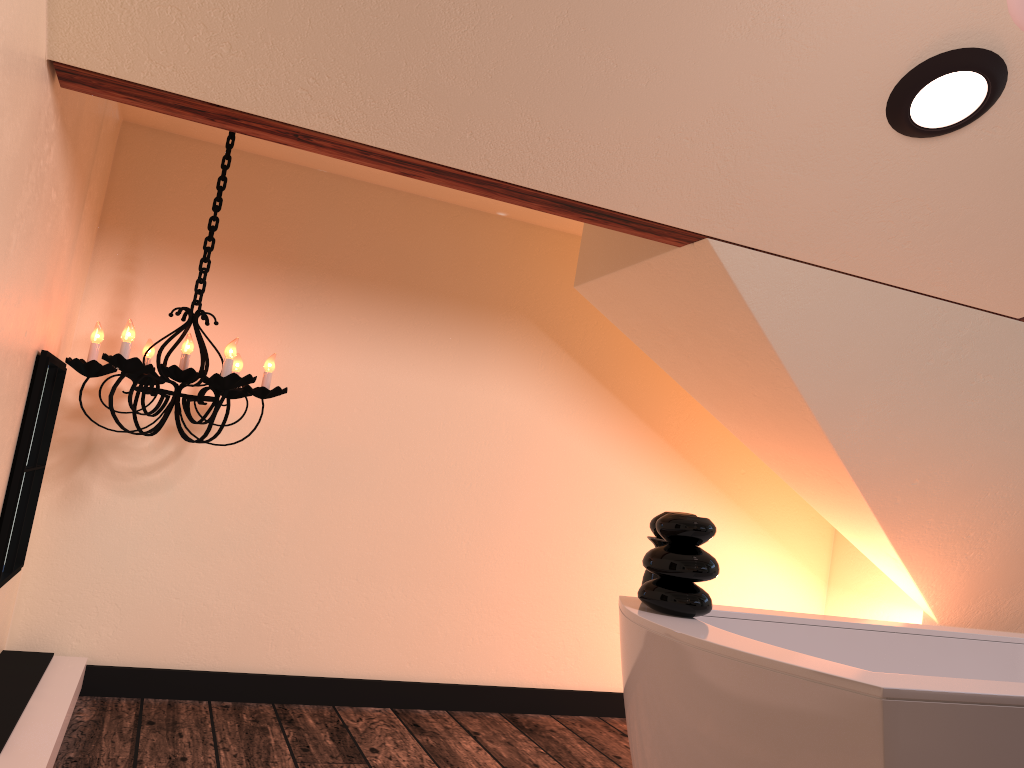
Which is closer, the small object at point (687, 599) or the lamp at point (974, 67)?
the small object at point (687, 599)

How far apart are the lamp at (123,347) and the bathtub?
1.2m

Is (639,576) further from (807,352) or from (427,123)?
(427,123)

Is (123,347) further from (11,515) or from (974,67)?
(974,67)

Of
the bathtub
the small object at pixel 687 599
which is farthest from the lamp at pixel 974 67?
the bathtub

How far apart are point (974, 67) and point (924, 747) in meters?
1.4

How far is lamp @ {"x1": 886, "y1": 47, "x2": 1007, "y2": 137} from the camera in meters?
1.8 m

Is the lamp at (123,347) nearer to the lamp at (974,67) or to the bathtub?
the bathtub

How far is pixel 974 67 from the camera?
1.8 meters

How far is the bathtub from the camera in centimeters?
129cm
